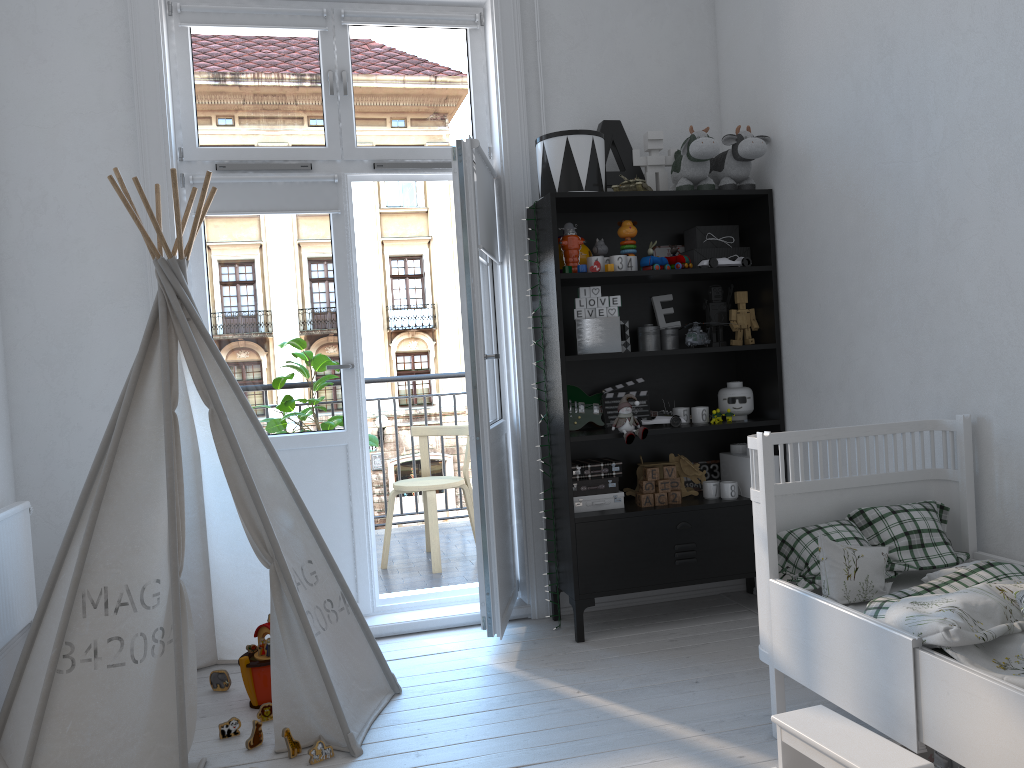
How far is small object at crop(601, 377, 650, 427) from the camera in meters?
3.6

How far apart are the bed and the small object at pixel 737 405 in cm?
98

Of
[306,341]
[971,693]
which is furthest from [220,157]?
[971,693]

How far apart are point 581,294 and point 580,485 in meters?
0.7 m

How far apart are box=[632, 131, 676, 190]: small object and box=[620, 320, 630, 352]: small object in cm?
64

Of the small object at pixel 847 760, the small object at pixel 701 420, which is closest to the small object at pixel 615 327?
the small object at pixel 701 420

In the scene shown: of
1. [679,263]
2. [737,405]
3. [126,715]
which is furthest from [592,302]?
[126,715]

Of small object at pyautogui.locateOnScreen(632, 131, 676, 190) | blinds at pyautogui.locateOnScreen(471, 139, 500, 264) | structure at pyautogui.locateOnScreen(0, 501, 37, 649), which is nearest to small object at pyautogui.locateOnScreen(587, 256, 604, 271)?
blinds at pyautogui.locateOnScreen(471, 139, 500, 264)

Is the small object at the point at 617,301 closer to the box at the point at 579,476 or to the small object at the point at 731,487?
the box at the point at 579,476

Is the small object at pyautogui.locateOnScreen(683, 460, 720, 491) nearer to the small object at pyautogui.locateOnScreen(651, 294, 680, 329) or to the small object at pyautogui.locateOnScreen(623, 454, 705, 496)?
the small object at pyautogui.locateOnScreen(623, 454, 705, 496)
